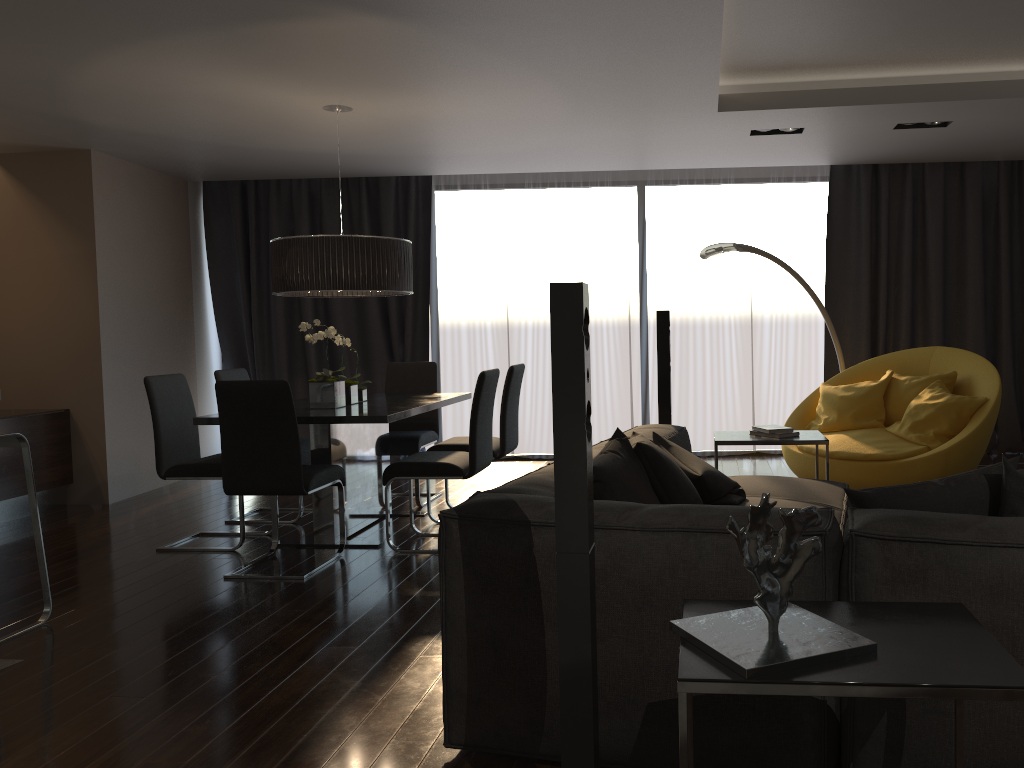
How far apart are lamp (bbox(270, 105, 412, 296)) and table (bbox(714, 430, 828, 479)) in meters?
2.0 m

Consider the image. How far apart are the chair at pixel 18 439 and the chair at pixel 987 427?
4.31m

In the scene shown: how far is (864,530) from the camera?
2.0m

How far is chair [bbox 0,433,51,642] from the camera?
3.8m

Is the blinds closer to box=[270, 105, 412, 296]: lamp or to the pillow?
box=[270, 105, 412, 296]: lamp

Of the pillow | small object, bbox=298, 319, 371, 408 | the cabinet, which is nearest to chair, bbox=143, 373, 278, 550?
small object, bbox=298, 319, 371, 408

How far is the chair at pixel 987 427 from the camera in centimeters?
507cm

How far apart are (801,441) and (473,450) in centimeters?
170cm

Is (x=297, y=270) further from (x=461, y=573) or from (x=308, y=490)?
(x=461, y=573)

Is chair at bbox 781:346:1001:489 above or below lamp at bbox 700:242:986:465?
below
